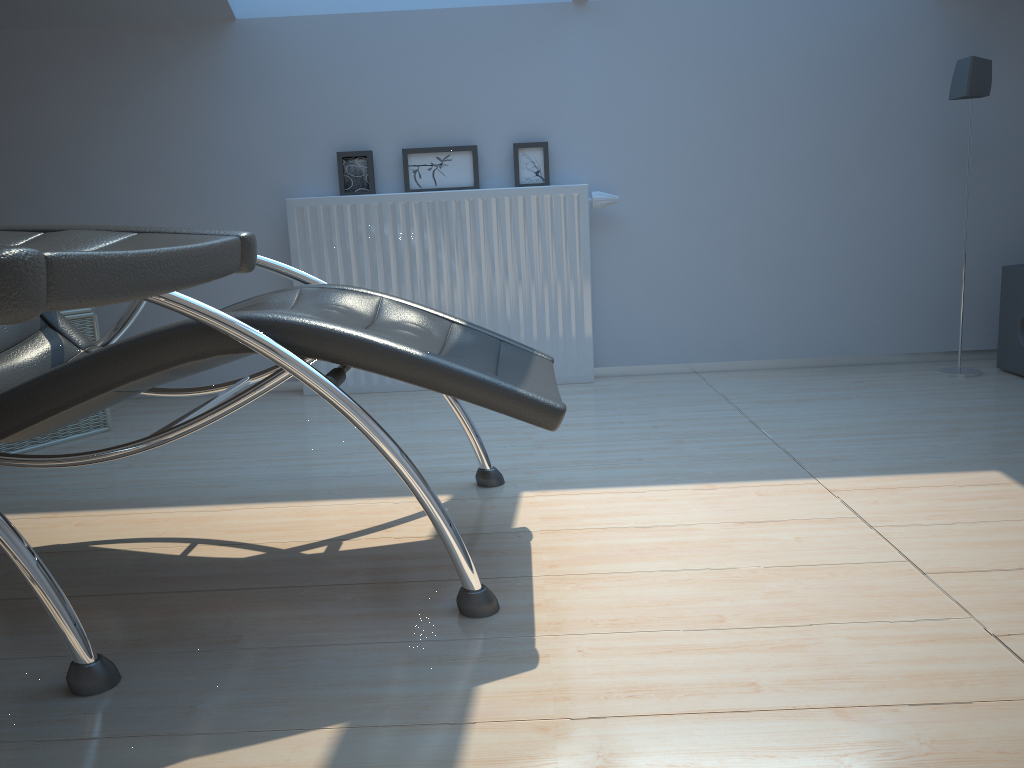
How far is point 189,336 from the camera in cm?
154

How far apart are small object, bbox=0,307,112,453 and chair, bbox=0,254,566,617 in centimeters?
85cm

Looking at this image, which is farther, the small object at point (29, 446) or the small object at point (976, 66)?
the small object at point (976, 66)

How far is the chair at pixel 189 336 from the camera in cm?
154

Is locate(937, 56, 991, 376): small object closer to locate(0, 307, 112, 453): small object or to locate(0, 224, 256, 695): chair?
locate(0, 224, 256, 695): chair

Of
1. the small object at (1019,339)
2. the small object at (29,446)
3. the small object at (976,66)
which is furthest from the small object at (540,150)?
the small object at (1019,339)

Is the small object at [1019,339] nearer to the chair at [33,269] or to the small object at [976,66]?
the small object at [976,66]

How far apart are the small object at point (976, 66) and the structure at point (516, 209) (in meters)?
1.30

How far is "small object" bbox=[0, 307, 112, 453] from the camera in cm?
294

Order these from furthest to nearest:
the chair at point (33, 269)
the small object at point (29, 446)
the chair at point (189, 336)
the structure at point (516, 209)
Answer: the structure at point (516, 209)
the small object at point (29, 446)
the chair at point (189, 336)
the chair at point (33, 269)
